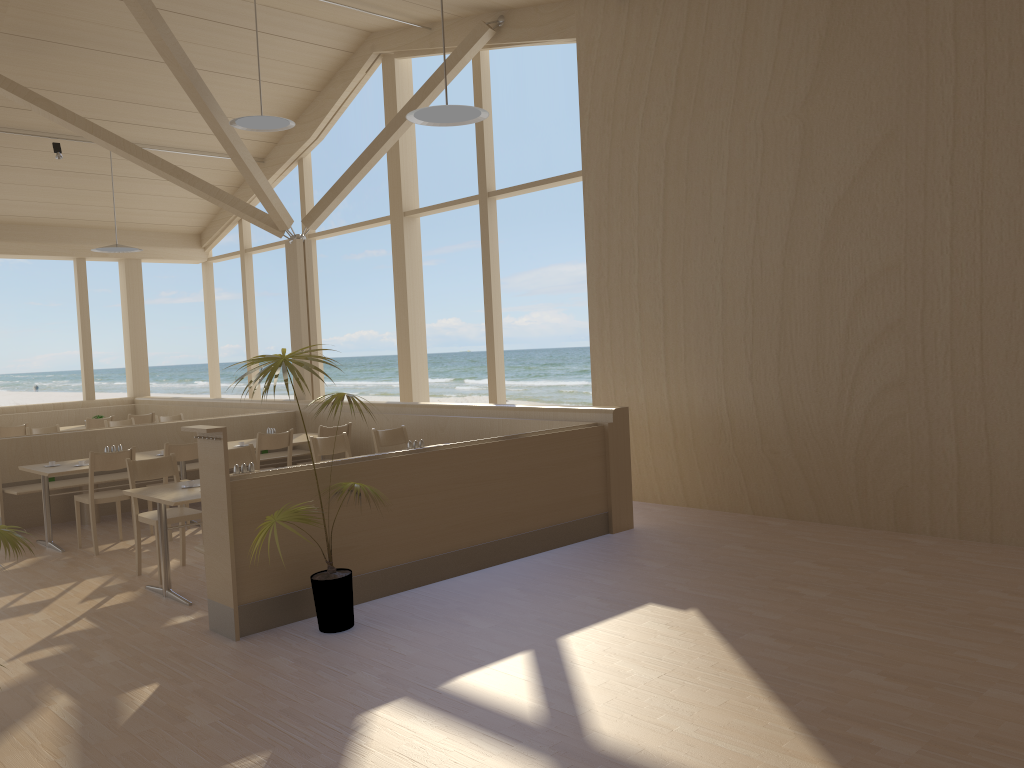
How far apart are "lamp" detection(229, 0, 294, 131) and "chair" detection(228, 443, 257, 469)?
3.2 meters

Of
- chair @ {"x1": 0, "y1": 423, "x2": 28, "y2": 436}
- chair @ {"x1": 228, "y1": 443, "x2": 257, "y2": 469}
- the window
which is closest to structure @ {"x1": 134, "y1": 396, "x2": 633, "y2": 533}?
the window

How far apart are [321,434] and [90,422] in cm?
458

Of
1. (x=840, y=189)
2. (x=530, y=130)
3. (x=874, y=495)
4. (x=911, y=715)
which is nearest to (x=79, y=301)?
(x=840, y=189)

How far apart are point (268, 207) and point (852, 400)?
6.3 meters

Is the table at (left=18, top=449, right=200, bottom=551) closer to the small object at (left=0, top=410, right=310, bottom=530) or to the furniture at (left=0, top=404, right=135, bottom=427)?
the small object at (left=0, top=410, right=310, bottom=530)

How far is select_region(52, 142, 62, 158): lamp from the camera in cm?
1034

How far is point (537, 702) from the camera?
3.6m

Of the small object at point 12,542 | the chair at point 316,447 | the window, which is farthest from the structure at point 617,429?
the small object at point 12,542

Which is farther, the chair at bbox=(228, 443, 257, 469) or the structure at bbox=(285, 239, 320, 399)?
the structure at bbox=(285, 239, 320, 399)
